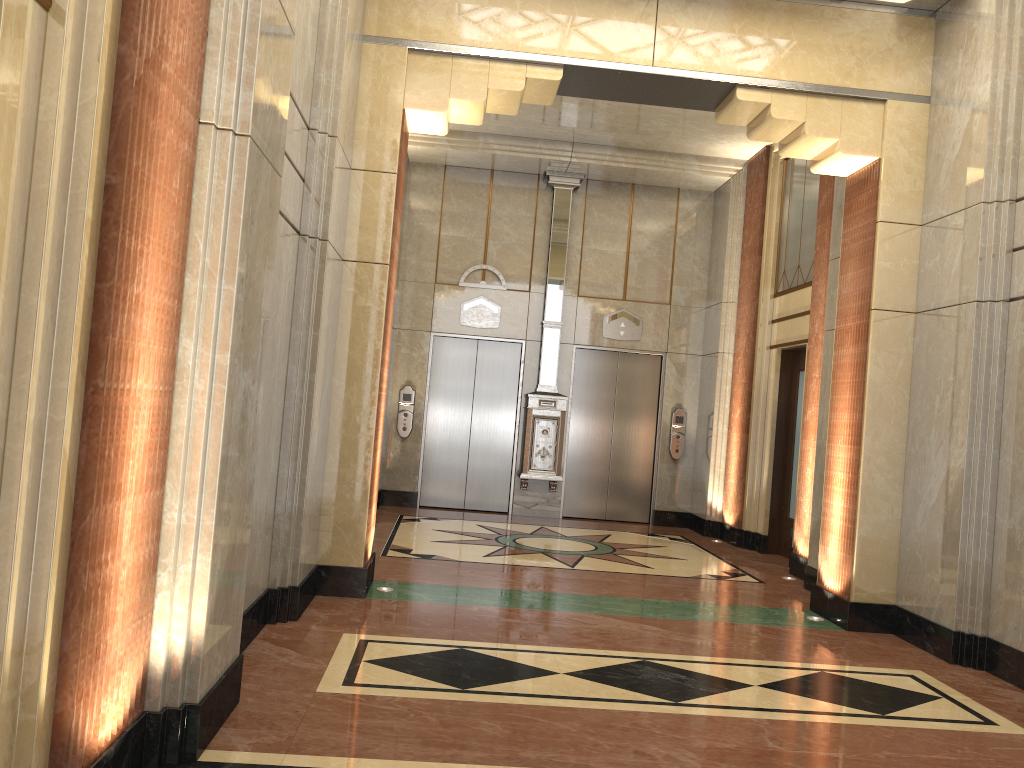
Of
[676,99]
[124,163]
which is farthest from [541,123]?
[124,163]

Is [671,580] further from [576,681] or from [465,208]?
[465,208]

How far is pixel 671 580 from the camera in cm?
737
